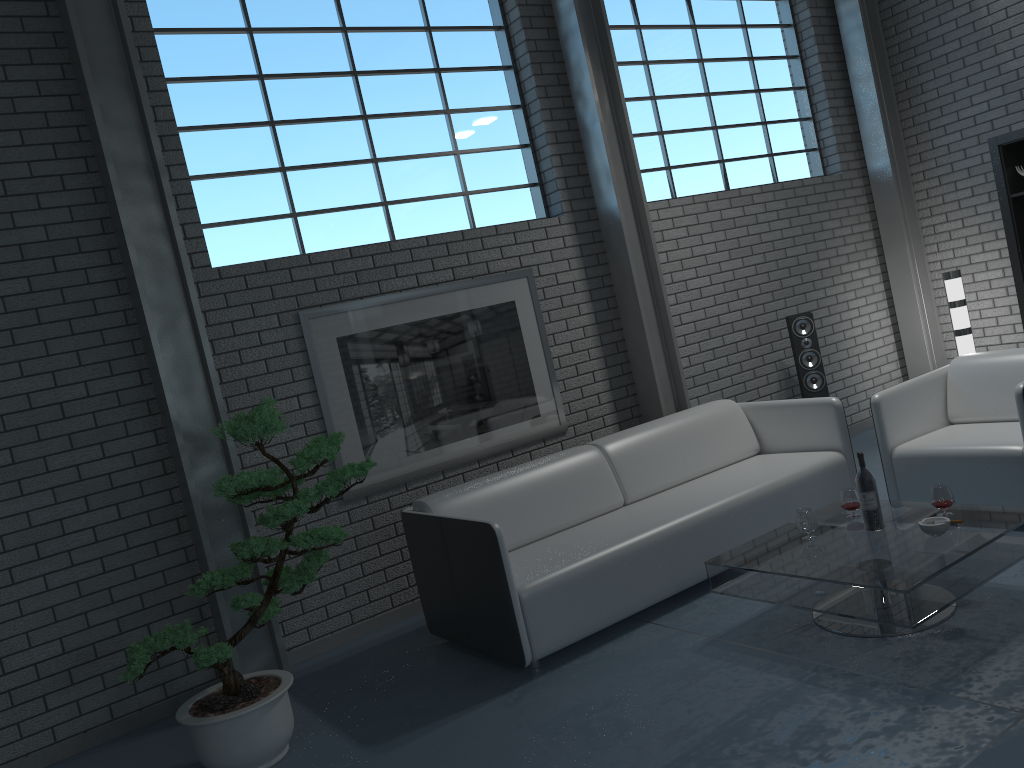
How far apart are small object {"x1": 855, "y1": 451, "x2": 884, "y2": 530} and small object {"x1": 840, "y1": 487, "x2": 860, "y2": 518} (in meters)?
0.20

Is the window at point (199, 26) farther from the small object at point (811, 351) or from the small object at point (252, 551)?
the small object at point (811, 351)

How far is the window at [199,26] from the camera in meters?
4.6 m

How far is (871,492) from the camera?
3.5 meters

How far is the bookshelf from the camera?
5.91m

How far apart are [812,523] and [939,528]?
0.5m

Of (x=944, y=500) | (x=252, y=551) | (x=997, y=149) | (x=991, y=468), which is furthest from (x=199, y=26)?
(x=997, y=149)

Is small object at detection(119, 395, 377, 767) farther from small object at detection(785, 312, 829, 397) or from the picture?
small object at detection(785, 312, 829, 397)

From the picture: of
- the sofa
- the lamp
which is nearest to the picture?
the sofa

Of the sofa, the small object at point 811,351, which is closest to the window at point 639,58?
the small object at point 811,351
